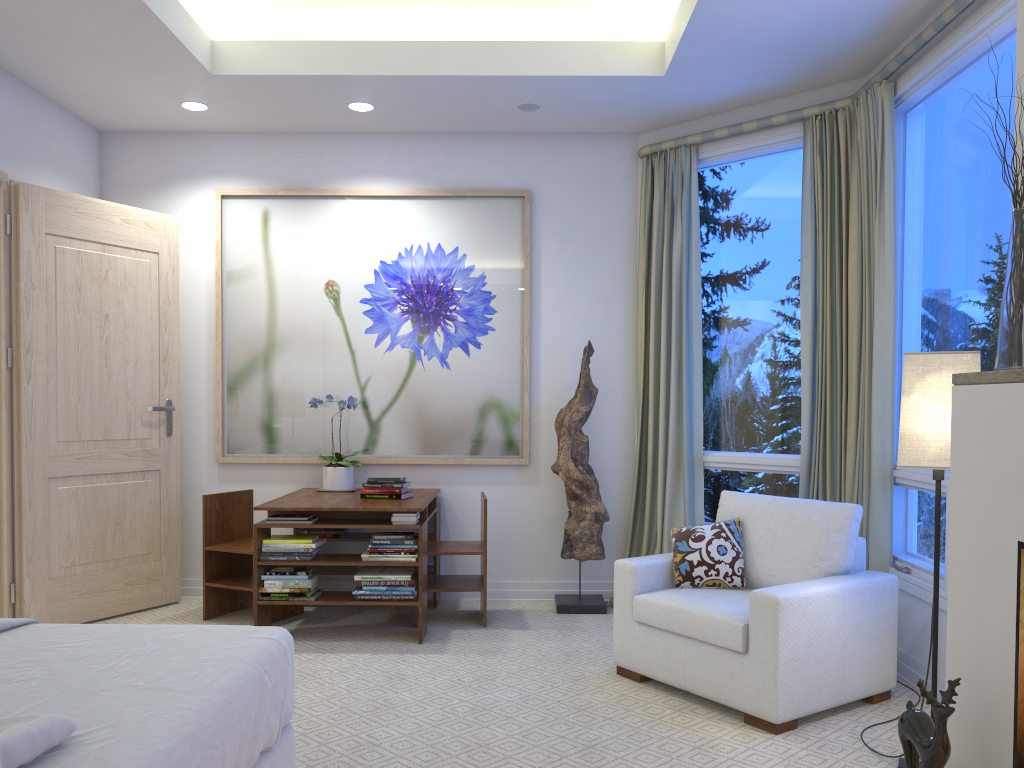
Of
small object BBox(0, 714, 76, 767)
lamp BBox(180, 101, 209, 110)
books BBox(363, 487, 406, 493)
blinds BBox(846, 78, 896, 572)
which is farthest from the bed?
lamp BBox(180, 101, 209, 110)

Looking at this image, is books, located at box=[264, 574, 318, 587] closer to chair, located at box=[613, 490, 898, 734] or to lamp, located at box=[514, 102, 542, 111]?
chair, located at box=[613, 490, 898, 734]

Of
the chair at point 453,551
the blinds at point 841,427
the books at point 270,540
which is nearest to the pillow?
the blinds at point 841,427

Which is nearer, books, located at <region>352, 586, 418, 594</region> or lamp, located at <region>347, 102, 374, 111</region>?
books, located at <region>352, 586, 418, 594</region>

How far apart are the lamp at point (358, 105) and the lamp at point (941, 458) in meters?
2.9

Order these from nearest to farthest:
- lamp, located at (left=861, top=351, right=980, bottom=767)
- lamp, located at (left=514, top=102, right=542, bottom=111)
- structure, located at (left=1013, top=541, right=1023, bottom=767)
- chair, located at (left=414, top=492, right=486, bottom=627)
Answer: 1. structure, located at (left=1013, top=541, right=1023, bottom=767)
2. lamp, located at (left=861, top=351, right=980, bottom=767)
3. chair, located at (left=414, top=492, right=486, bottom=627)
4. lamp, located at (left=514, top=102, right=542, bottom=111)

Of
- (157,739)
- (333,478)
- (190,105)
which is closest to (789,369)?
(333,478)

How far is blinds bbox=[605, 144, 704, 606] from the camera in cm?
447

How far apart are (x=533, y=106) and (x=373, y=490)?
2.0 meters

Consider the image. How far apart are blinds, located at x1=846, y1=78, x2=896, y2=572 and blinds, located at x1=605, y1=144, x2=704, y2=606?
0.8 meters
